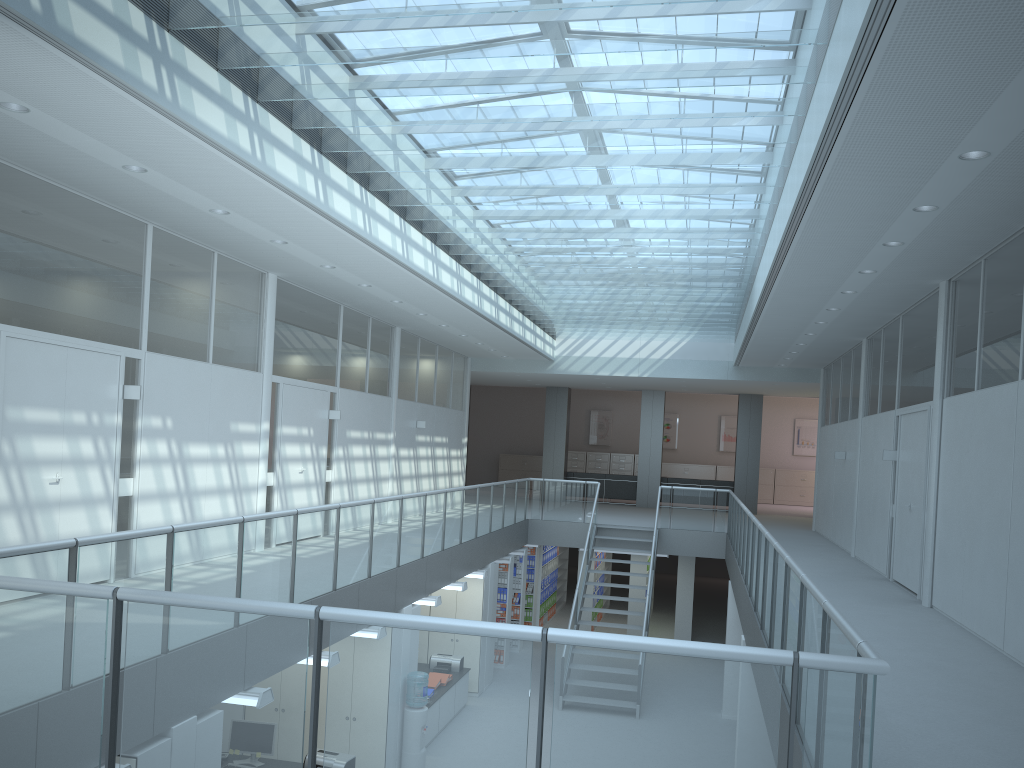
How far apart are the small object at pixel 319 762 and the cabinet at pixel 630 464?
18.8m

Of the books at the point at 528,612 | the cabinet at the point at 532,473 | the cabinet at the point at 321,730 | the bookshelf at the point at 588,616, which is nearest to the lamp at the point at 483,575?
the cabinet at the point at 321,730

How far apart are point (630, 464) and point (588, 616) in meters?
10.0

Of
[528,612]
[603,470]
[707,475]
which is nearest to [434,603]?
[528,612]

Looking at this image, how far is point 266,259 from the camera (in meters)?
9.02

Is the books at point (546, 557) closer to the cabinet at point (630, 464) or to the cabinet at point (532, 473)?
the cabinet at point (630, 464)

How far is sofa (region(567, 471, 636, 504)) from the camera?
21.55m

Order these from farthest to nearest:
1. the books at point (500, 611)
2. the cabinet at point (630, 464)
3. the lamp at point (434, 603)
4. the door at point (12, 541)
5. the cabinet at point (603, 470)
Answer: the cabinet at point (603, 470)
the cabinet at point (630, 464)
the books at point (500, 611)
the lamp at point (434, 603)
the door at point (12, 541)

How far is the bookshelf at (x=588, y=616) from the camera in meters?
16.5

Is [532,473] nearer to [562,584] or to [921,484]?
[562,584]
